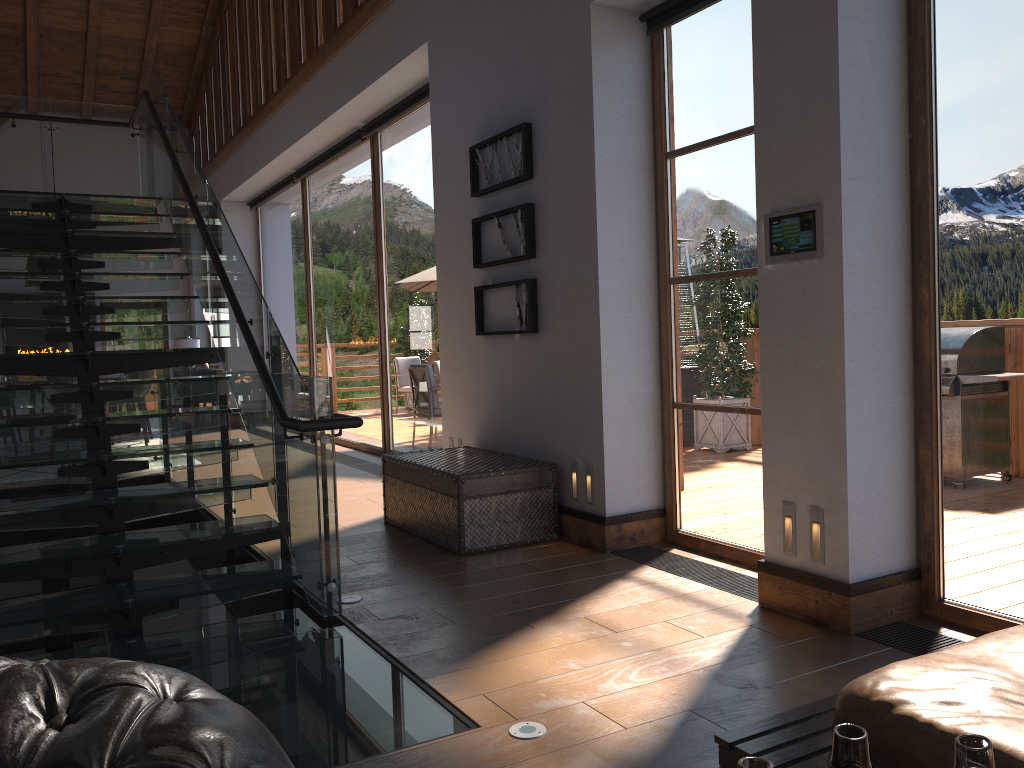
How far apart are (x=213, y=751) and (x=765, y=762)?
0.62m

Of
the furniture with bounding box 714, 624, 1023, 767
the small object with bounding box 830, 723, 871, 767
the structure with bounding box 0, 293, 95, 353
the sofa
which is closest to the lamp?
the structure with bounding box 0, 293, 95, 353

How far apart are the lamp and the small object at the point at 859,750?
16.3 meters

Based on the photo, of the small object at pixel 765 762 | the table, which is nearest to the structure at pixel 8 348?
the table

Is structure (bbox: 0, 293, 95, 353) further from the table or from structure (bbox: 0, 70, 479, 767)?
the table

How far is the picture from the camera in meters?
5.5 m

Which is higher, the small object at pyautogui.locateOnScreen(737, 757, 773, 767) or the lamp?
the lamp

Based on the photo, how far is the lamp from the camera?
15.8m

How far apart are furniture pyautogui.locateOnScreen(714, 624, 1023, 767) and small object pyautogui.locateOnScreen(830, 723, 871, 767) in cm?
120

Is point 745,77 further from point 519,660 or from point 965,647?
point 965,647
